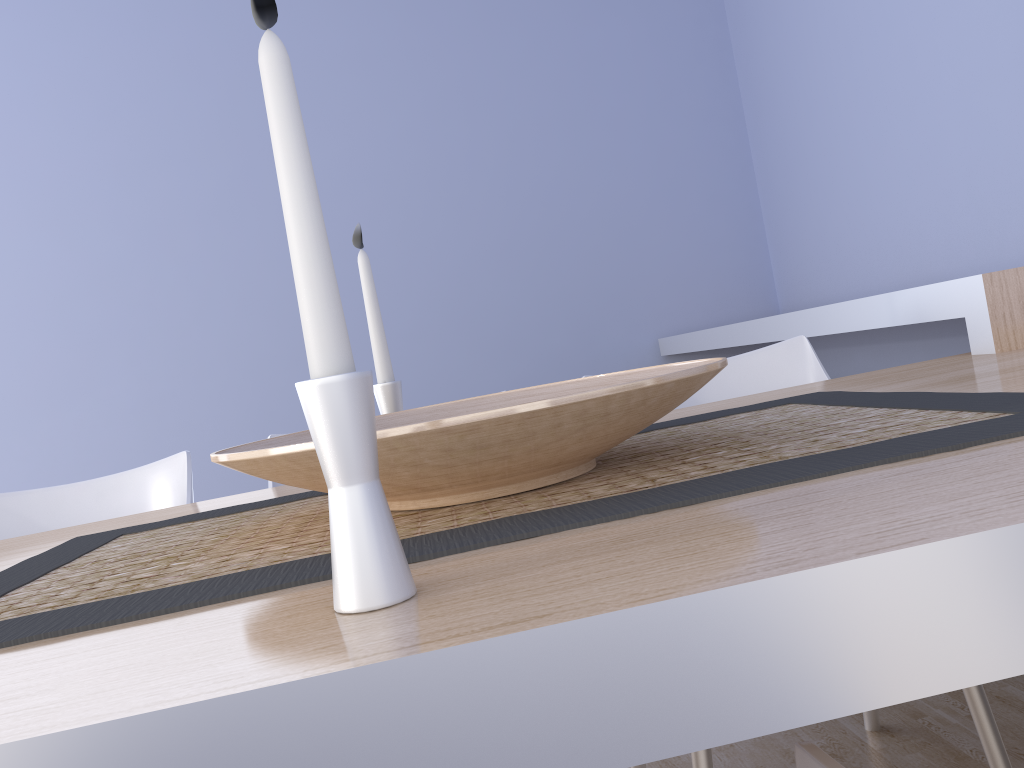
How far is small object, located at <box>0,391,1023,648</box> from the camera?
0.6 meters

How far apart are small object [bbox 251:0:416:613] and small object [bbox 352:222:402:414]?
0.7m

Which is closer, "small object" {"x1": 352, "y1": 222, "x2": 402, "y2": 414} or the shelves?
"small object" {"x1": 352, "y1": 222, "x2": 402, "y2": 414}

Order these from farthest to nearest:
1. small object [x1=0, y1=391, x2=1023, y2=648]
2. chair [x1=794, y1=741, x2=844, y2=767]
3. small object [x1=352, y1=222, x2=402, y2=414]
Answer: small object [x1=352, y1=222, x2=402, y2=414] → small object [x1=0, y1=391, x2=1023, y2=648] → chair [x1=794, y1=741, x2=844, y2=767]

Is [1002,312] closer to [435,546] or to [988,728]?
[988,728]

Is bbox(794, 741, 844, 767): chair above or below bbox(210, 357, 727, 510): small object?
below

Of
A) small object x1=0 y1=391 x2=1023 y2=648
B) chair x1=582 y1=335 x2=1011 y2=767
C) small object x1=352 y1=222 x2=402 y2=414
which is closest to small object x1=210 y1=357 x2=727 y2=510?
small object x1=0 y1=391 x2=1023 y2=648

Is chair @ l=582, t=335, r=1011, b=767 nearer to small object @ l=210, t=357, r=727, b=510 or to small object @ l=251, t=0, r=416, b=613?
small object @ l=210, t=357, r=727, b=510

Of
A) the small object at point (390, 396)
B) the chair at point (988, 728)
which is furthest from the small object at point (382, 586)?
the chair at point (988, 728)

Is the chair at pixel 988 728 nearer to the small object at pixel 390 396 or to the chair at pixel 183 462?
the small object at pixel 390 396
